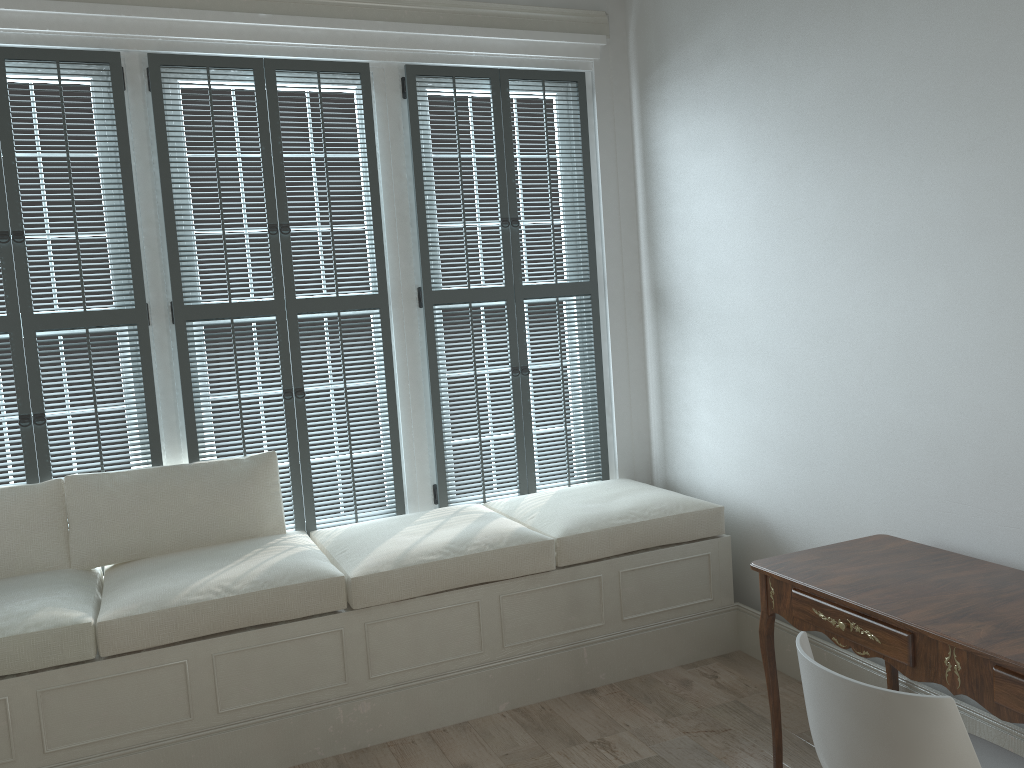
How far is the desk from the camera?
2.0m

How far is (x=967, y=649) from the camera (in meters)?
1.97

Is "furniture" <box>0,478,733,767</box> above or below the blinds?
below

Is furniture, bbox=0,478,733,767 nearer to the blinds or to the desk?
the blinds

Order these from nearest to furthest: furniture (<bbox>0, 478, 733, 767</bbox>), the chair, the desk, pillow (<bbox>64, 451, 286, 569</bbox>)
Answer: the chair → the desk → furniture (<bbox>0, 478, 733, 767</bbox>) → pillow (<bbox>64, 451, 286, 569</bbox>)

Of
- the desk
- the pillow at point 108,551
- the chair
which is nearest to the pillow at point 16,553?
the pillow at point 108,551

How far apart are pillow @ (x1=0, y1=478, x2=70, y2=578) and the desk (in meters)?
2.42

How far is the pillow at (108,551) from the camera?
3.27m

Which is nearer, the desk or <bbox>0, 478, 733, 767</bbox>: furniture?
the desk

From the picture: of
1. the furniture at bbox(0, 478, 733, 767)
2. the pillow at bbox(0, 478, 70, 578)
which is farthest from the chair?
the pillow at bbox(0, 478, 70, 578)
